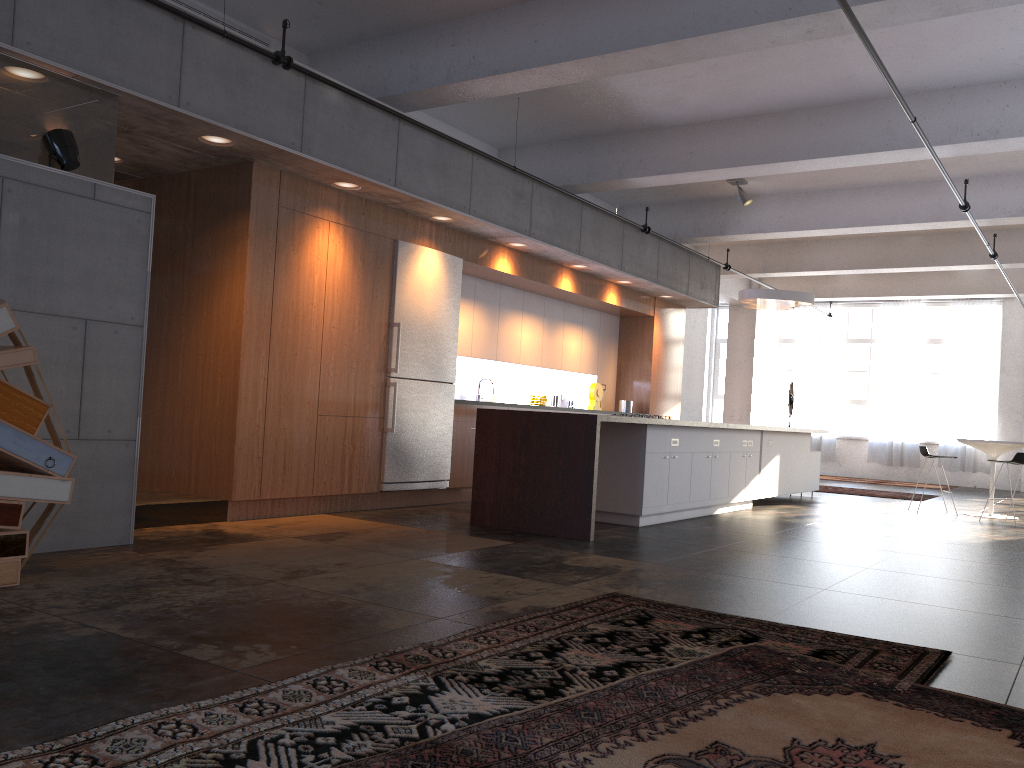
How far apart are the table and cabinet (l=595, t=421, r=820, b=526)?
1.9 meters

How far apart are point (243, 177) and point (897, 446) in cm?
1524

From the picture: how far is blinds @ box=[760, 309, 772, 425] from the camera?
19.8 meters

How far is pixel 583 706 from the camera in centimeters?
272cm

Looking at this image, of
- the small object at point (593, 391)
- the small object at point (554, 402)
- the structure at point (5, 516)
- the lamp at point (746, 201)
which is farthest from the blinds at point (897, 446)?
the structure at point (5, 516)

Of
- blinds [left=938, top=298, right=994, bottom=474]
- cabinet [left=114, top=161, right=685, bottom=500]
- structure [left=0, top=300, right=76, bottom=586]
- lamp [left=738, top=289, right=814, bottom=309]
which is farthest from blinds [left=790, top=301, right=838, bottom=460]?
structure [left=0, top=300, right=76, bottom=586]

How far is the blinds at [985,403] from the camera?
17.32m

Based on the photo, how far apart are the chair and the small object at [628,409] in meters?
3.7 m

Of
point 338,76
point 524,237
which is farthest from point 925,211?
point 338,76

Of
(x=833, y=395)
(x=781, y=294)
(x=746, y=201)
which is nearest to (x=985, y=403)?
(x=833, y=395)
